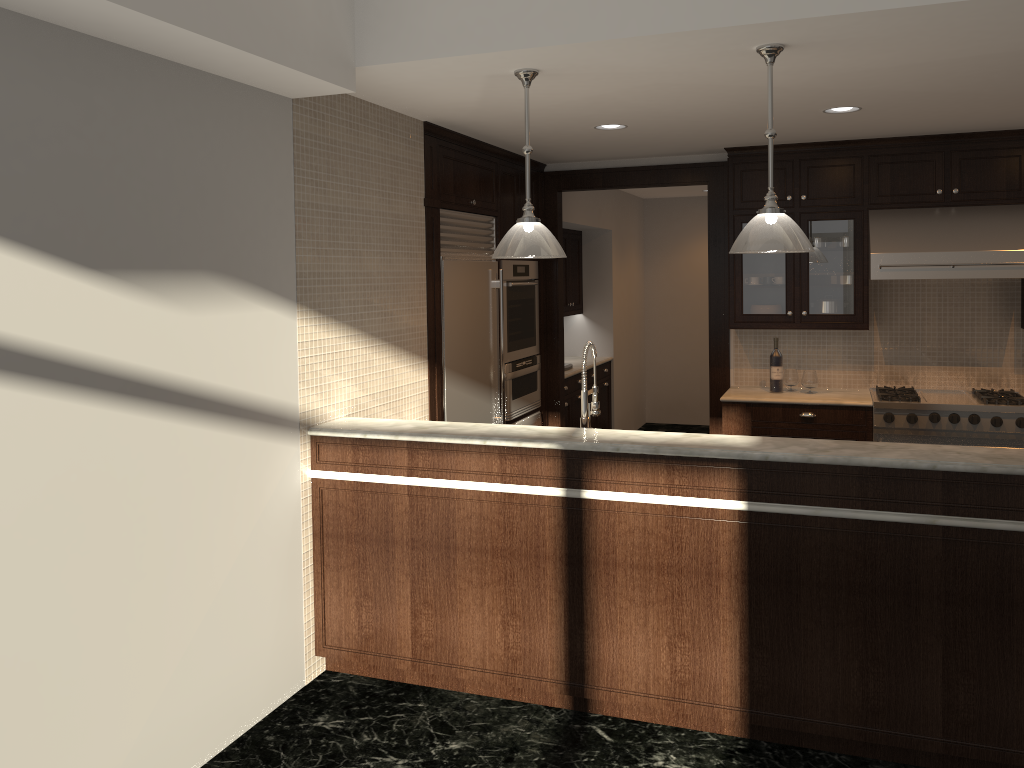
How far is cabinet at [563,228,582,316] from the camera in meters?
8.5 m

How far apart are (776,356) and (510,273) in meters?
1.9

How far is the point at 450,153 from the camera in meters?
5.1

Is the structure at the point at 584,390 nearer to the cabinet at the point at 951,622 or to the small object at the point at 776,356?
the cabinet at the point at 951,622

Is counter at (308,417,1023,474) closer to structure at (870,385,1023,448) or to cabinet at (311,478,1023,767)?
cabinet at (311,478,1023,767)

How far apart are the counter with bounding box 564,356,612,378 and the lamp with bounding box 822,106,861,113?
3.28m

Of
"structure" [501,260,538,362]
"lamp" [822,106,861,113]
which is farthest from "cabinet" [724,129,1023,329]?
"structure" [501,260,538,362]

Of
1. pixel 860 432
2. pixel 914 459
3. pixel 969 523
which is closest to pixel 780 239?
pixel 914 459

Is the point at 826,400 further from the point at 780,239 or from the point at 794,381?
the point at 780,239

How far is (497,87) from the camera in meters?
3.9
